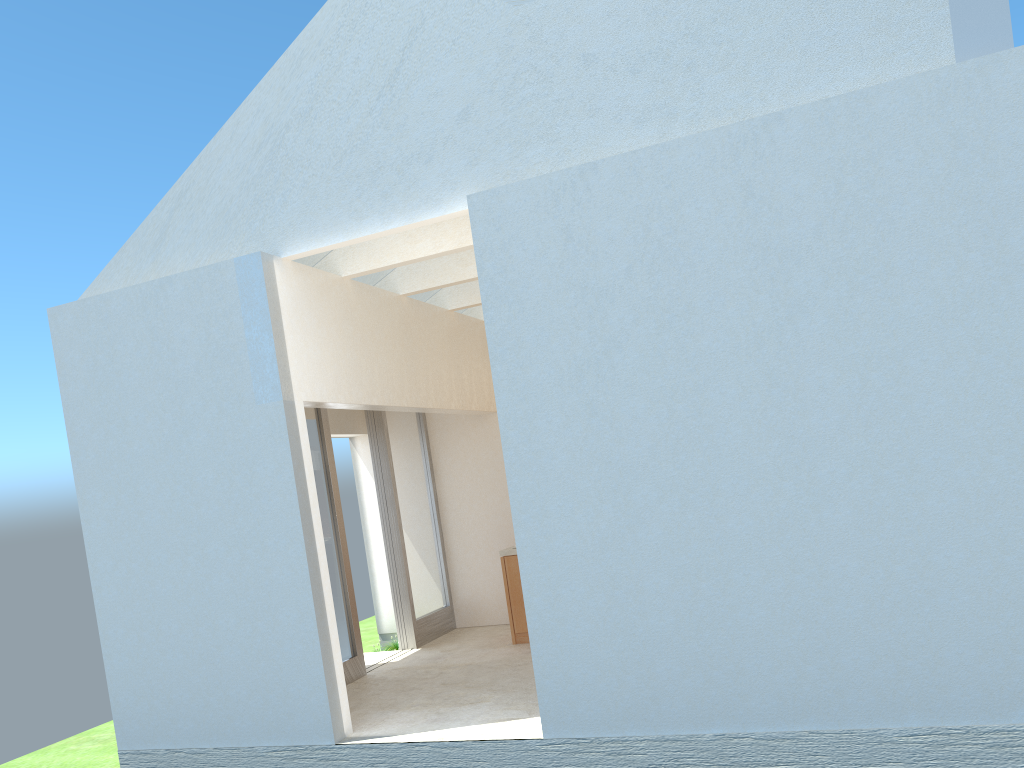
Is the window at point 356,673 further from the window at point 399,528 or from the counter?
the counter

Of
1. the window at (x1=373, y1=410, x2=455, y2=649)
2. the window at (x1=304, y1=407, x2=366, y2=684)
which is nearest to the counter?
the window at (x1=373, y1=410, x2=455, y2=649)

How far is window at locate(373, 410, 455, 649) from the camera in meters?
21.8

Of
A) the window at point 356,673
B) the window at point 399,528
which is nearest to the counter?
the window at point 399,528

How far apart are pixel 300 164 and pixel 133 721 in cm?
1012

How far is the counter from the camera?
20.5 meters

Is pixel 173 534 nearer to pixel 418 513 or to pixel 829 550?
pixel 418 513

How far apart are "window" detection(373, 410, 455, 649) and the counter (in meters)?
2.79

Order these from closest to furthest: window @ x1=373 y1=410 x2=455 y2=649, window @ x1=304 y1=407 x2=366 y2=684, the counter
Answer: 1. window @ x1=304 y1=407 x2=366 y2=684
2. the counter
3. window @ x1=373 y1=410 x2=455 y2=649

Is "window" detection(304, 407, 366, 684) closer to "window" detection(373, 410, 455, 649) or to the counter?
"window" detection(373, 410, 455, 649)
